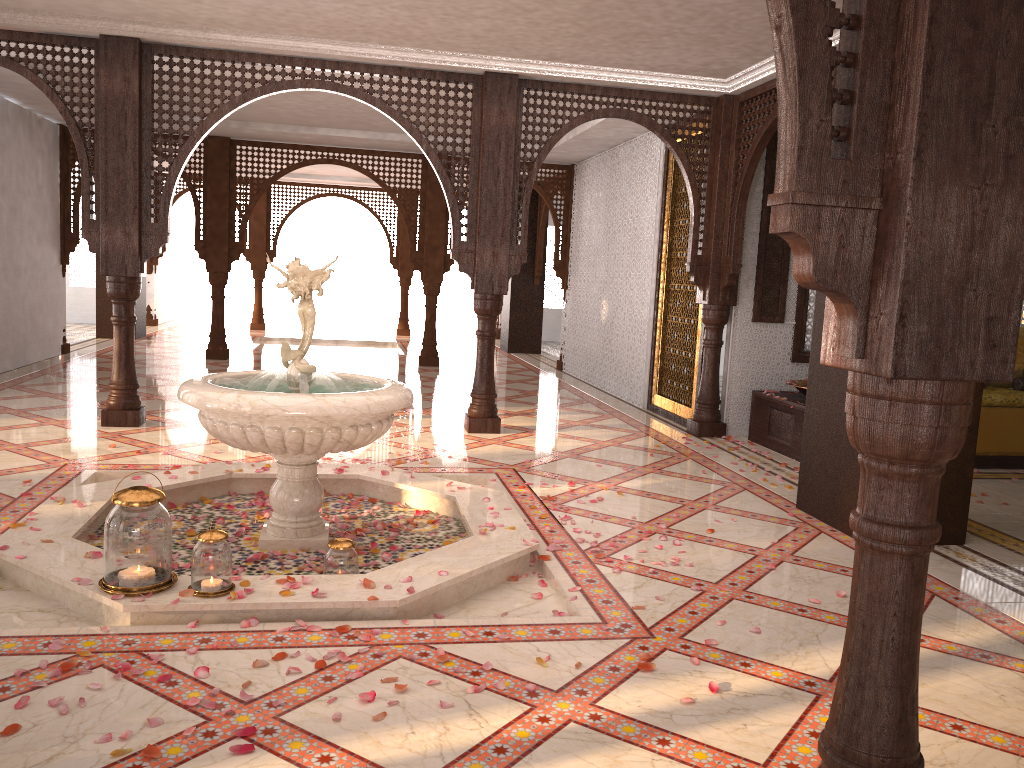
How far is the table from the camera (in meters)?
6.70

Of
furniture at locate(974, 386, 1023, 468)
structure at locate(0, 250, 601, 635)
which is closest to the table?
furniture at locate(974, 386, 1023, 468)

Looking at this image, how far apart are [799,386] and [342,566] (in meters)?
4.43

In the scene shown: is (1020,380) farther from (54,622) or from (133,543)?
(54,622)

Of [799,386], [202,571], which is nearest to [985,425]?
[799,386]

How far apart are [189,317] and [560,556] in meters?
17.0

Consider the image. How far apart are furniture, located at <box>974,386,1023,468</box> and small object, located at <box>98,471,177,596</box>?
5.9m

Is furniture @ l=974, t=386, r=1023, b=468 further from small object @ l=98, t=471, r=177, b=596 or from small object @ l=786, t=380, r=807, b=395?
small object @ l=98, t=471, r=177, b=596

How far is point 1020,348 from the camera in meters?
7.4

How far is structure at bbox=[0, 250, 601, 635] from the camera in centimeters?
321cm
